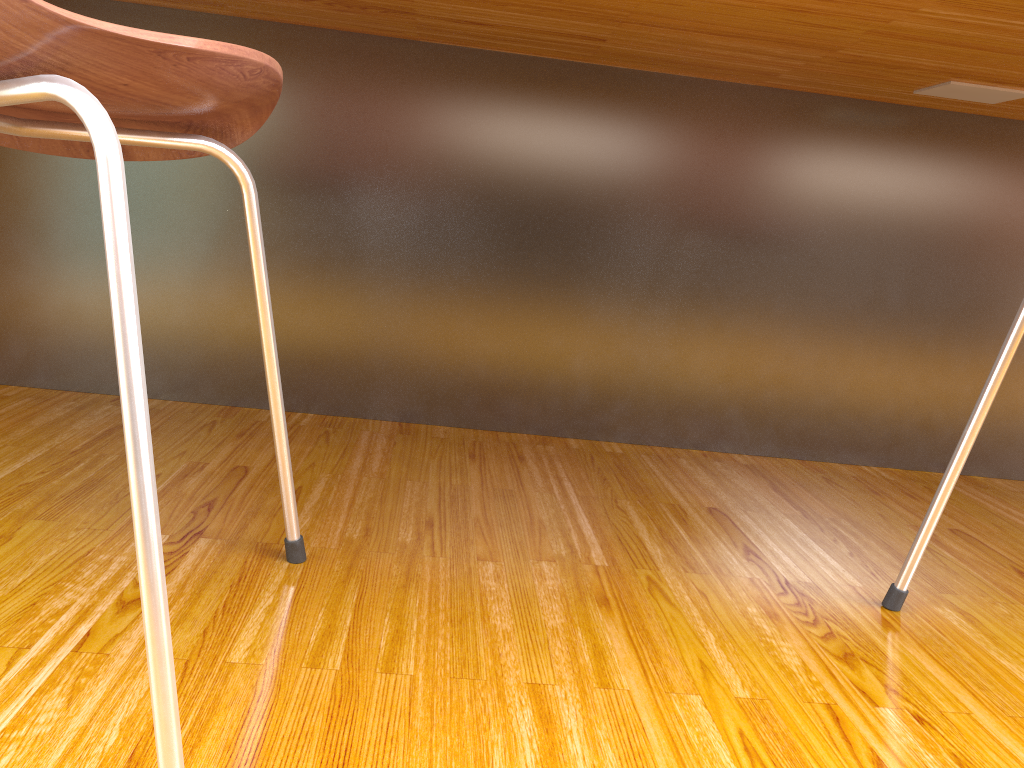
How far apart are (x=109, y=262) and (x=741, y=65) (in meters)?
0.97

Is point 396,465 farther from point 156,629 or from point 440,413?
point 156,629

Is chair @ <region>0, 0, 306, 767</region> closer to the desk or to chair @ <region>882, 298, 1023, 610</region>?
the desk

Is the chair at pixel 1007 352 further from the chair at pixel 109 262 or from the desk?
the chair at pixel 109 262

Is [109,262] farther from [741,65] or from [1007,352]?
[741,65]

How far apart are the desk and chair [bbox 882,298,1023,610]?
0.3m

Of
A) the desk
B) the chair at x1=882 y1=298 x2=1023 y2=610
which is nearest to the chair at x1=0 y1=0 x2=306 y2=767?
the desk

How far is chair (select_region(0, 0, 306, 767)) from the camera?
0.42m

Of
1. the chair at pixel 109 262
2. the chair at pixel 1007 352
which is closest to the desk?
the chair at pixel 1007 352

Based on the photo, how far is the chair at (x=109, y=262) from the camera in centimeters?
42cm
